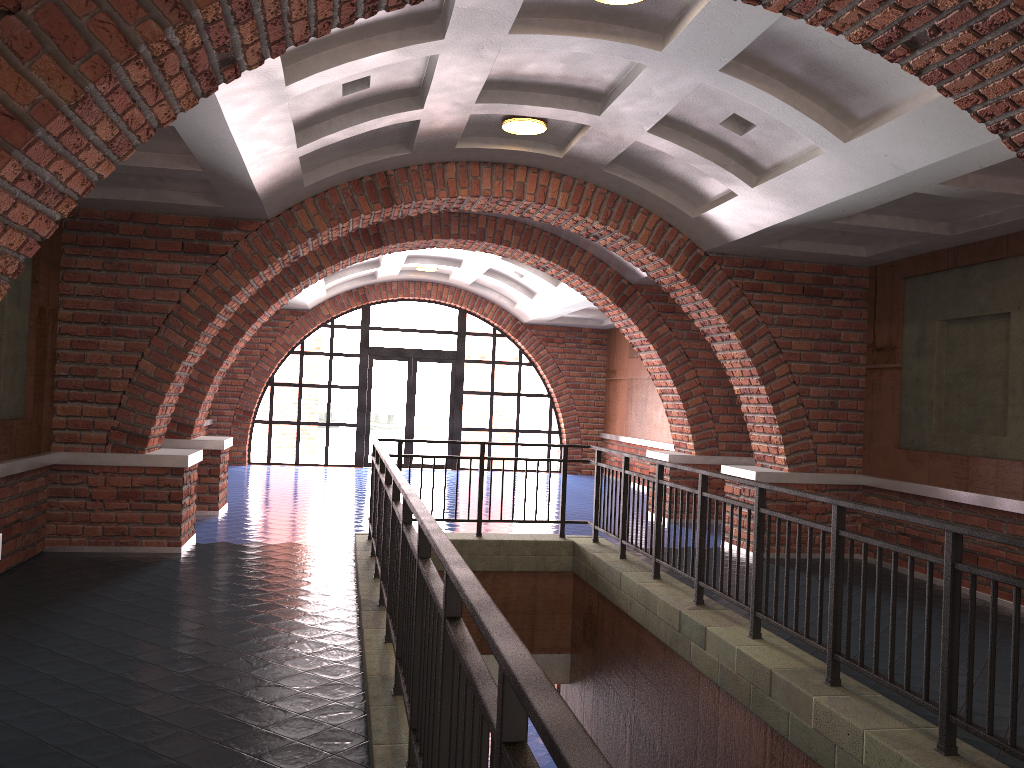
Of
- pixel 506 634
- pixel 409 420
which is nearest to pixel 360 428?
pixel 409 420

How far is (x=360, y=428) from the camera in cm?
1758

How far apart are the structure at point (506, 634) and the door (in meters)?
9.26

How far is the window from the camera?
17.6 meters

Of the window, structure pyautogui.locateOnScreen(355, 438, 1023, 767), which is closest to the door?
the window

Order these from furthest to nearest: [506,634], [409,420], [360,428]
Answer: [409,420] → [360,428] → [506,634]

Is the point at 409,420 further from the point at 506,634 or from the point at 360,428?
the point at 506,634

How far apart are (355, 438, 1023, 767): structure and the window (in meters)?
9.26

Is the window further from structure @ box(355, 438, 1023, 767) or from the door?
structure @ box(355, 438, 1023, 767)

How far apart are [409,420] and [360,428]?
1.0 meters
